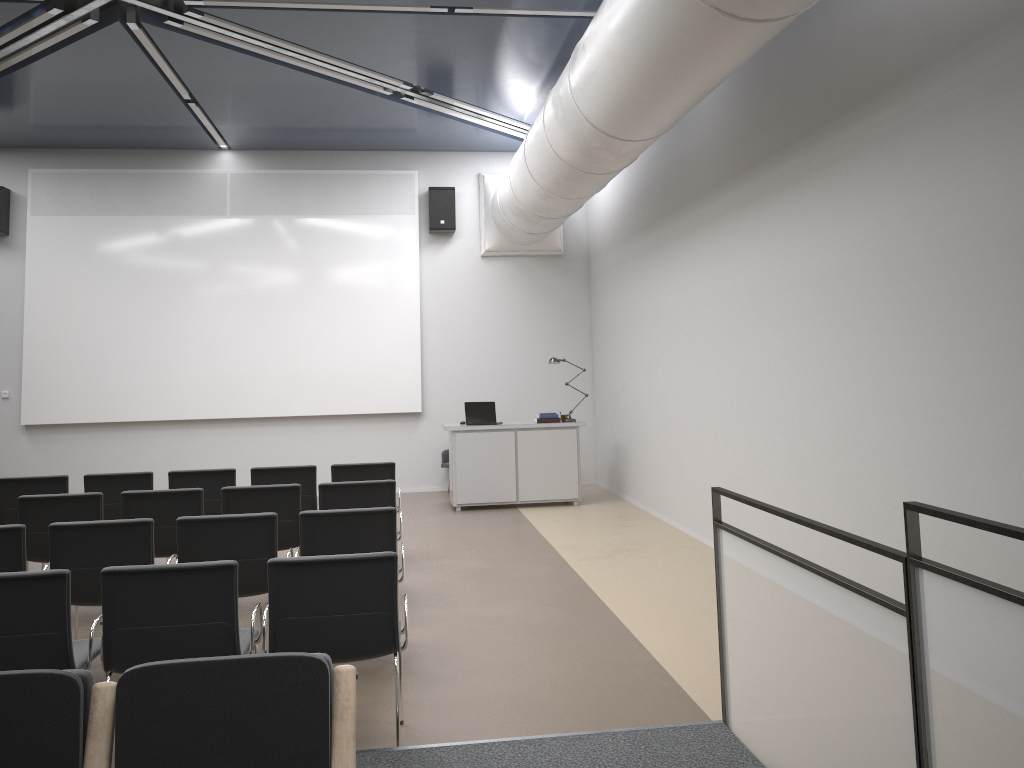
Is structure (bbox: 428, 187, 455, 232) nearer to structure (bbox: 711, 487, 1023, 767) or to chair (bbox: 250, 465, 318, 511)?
chair (bbox: 250, 465, 318, 511)

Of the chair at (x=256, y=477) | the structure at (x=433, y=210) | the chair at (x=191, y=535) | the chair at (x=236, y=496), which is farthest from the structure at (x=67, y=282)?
the chair at (x=191, y=535)

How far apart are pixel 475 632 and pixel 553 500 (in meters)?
5.12

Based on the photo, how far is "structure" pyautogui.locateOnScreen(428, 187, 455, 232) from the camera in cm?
1228

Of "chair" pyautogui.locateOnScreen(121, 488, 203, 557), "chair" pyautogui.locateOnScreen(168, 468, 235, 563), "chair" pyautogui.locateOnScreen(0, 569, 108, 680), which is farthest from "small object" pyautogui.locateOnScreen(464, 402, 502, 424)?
"chair" pyautogui.locateOnScreen(0, 569, 108, 680)

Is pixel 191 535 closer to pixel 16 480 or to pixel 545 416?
pixel 16 480

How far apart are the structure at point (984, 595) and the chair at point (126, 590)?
2.1m

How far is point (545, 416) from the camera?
10.9 meters

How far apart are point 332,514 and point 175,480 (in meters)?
3.01

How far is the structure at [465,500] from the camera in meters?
10.7
